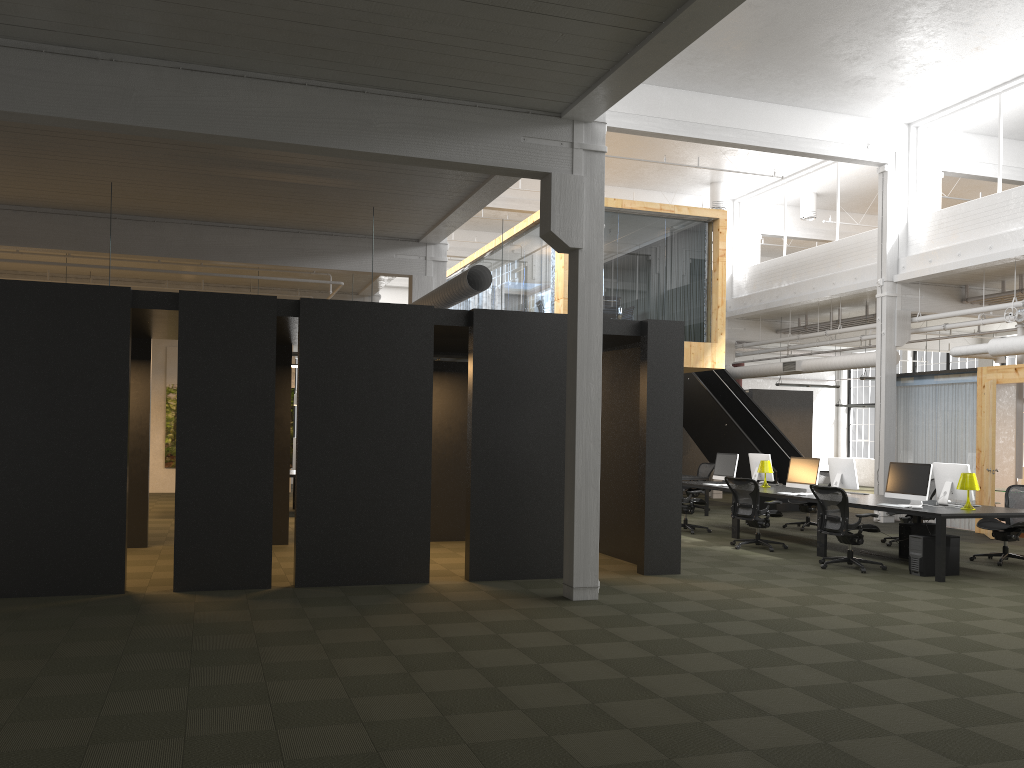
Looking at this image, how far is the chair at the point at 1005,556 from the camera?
11.3 meters

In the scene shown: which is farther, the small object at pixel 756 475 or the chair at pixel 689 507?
the small object at pixel 756 475

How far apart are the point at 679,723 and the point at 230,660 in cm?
297

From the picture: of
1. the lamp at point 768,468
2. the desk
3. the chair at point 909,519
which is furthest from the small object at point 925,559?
the lamp at point 768,468

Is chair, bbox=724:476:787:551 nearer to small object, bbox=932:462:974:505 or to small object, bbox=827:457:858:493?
small object, bbox=827:457:858:493

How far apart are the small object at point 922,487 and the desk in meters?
0.2 m

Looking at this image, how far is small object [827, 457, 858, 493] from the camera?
12.8m

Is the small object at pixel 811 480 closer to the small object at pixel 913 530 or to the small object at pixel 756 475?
the small object at pixel 913 530

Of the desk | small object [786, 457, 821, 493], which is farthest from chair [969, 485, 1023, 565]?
small object [786, 457, 821, 493]

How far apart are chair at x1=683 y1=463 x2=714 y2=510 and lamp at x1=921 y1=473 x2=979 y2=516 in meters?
8.1
